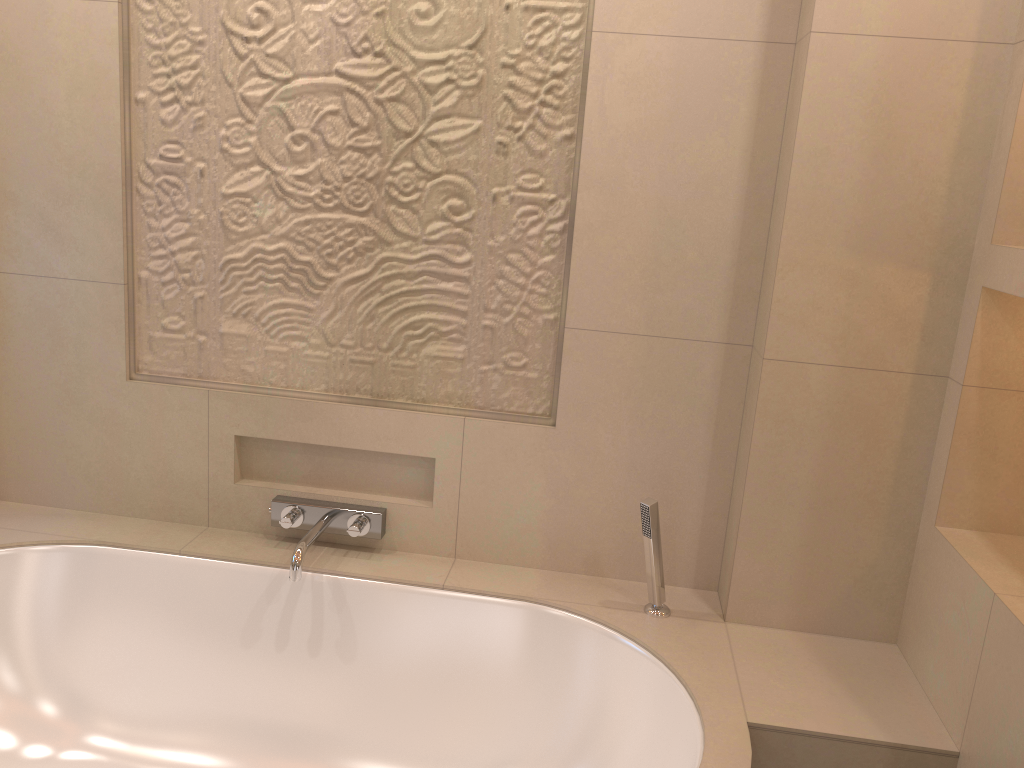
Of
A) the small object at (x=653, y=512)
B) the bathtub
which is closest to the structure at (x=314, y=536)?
the bathtub

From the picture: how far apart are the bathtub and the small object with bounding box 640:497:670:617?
0.02m

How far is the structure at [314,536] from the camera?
2.1m

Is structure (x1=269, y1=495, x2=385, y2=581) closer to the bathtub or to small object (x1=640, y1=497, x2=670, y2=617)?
the bathtub

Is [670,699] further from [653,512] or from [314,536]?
[314,536]

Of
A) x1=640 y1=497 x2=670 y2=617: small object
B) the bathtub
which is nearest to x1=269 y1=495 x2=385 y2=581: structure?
the bathtub

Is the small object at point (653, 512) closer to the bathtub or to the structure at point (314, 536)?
the bathtub

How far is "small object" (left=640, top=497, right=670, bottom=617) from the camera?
1.9m

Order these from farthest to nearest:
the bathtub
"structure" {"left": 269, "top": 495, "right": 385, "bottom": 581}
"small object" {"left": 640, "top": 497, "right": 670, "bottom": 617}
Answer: "structure" {"left": 269, "top": 495, "right": 385, "bottom": 581}
"small object" {"left": 640, "top": 497, "right": 670, "bottom": 617}
the bathtub

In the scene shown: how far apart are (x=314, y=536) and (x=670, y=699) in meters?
0.9 m
